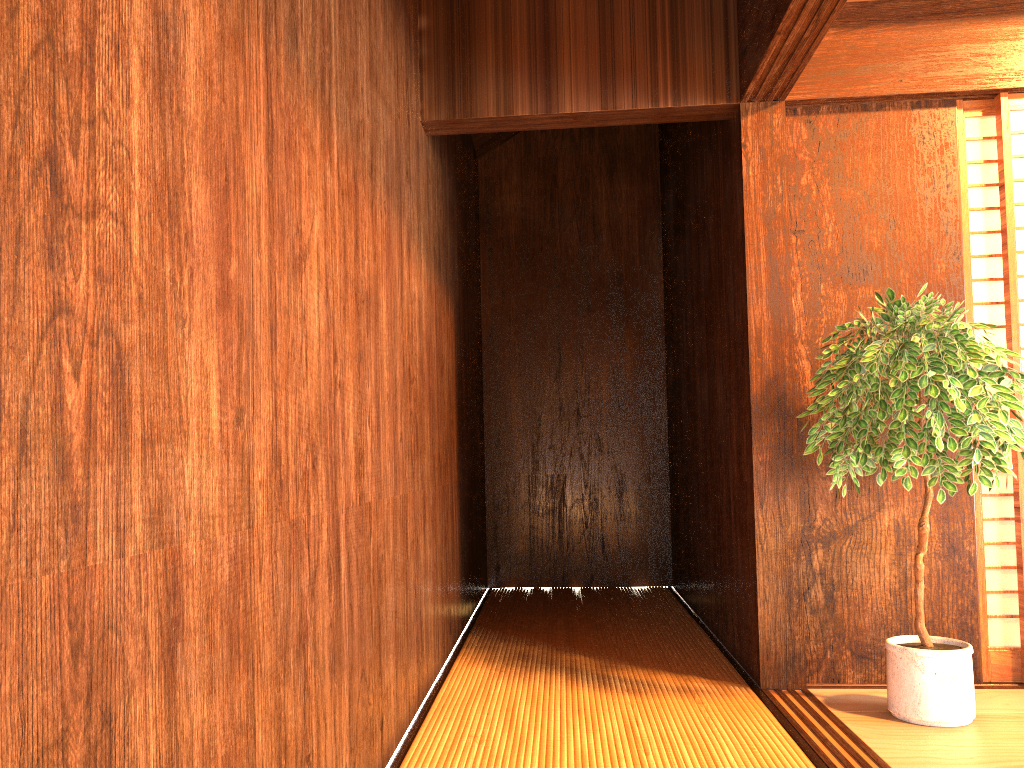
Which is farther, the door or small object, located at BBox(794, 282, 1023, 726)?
the door

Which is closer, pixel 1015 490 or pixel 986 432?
pixel 986 432

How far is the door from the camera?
3.1m

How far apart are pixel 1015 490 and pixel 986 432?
0.8 meters

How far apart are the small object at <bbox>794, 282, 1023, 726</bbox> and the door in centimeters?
28cm

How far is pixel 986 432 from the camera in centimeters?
247cm

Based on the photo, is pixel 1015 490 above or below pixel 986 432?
below

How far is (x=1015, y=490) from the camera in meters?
3.1 m
